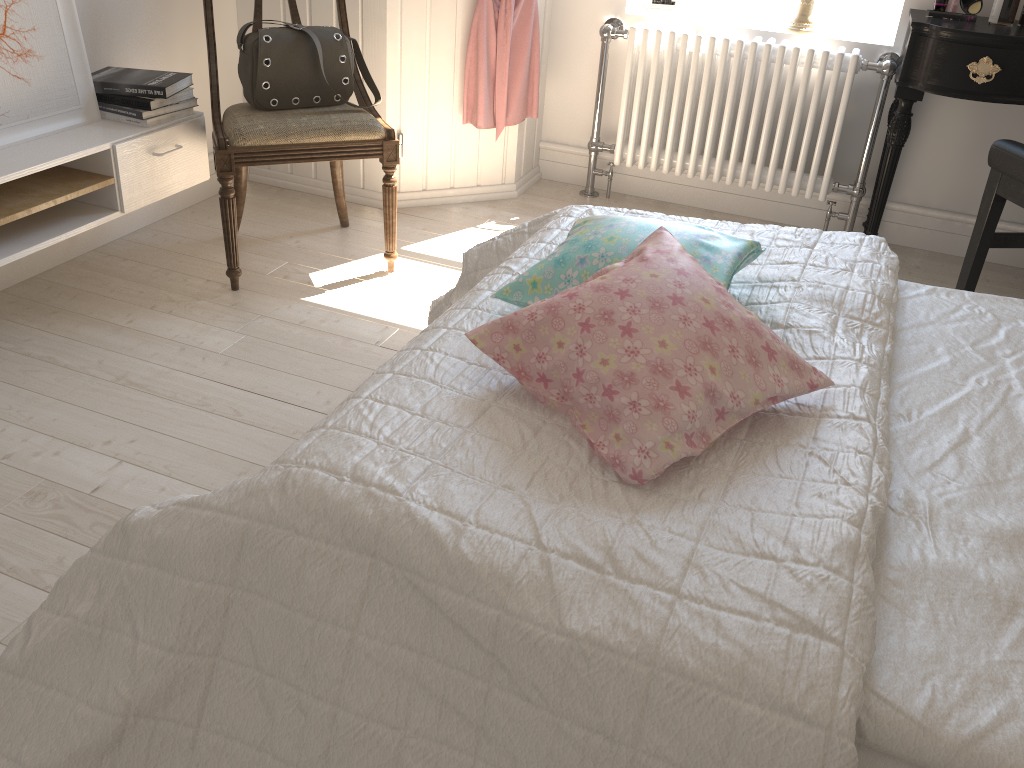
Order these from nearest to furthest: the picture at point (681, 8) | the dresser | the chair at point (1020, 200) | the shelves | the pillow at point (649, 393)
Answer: the pillow at point (649, 393) → the shelves → the chair at point (1020, 200) → the dresser → the picture at point (681, 8)

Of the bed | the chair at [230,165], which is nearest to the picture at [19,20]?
the chair at [230,165]

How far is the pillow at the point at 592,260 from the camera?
1.40m

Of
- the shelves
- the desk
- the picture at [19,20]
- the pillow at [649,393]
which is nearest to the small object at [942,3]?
the desk

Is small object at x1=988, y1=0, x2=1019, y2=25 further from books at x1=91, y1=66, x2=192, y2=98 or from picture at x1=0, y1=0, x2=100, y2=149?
picture at x1=0, y1=0, x2=100, y2=149

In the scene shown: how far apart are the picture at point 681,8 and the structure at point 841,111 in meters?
0.1

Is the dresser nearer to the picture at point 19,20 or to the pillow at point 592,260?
the picture at point 19,20

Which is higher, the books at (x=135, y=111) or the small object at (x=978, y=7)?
the small object at (x=978, y=7)

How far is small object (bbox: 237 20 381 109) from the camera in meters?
2.4 m

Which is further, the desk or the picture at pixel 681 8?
the picture at pixel 681 8
